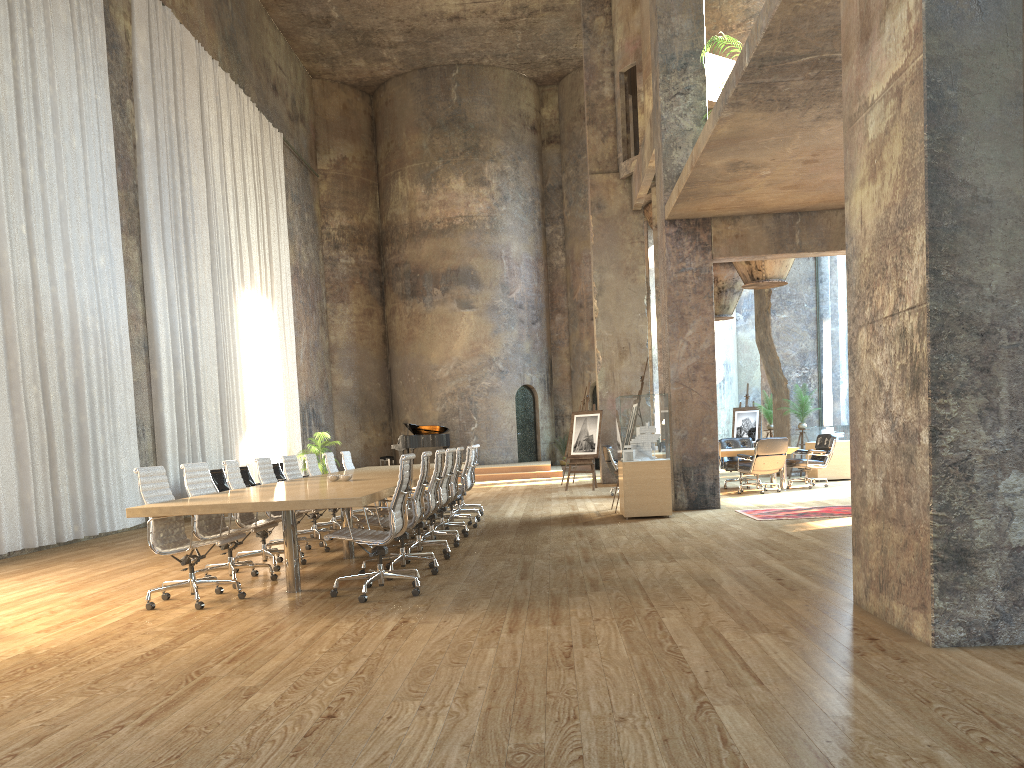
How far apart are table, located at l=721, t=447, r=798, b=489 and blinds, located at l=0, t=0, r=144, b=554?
9.1m

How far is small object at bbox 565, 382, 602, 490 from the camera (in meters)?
17.03

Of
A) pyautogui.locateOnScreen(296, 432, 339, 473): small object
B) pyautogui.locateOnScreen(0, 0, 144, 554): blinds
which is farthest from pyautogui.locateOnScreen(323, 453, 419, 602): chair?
pyautogui.locateOnScreen(296, 432, 339, 473): small object

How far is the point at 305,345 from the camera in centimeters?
2342cm

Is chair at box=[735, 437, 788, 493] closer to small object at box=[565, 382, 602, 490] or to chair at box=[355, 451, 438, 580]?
small object at box=[565, 382, 602, 490]

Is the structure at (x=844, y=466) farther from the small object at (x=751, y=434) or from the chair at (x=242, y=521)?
the chair at (x=242, y=521)

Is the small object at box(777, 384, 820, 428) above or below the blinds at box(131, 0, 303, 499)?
below

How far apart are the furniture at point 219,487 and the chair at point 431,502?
6.7 meters

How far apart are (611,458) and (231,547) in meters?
8.5

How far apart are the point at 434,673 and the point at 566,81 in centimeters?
2537cm
